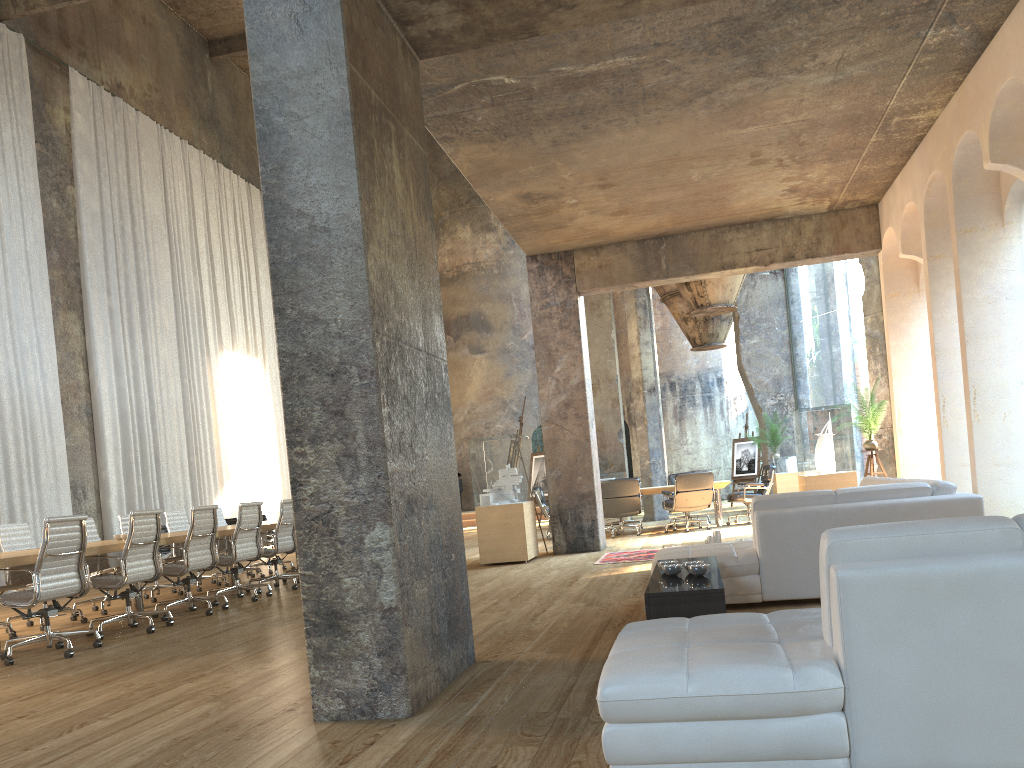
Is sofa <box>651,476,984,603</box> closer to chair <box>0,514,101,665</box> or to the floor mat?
the floor mat

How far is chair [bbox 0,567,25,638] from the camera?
7.44m

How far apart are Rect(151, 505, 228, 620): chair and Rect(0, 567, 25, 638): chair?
1.2 meters

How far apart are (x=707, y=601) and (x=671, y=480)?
11.24m

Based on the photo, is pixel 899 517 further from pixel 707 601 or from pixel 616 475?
pixel 616 475

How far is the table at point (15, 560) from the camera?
6.14m

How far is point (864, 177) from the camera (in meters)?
9.65

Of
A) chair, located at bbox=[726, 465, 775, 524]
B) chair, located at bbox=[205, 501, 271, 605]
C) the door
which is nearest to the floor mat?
chair, located at bbox=[205, 501, 271, 605]

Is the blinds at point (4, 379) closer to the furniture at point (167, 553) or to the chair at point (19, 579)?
the furniture at point (167, 553)

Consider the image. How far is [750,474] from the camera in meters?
19.7 m
